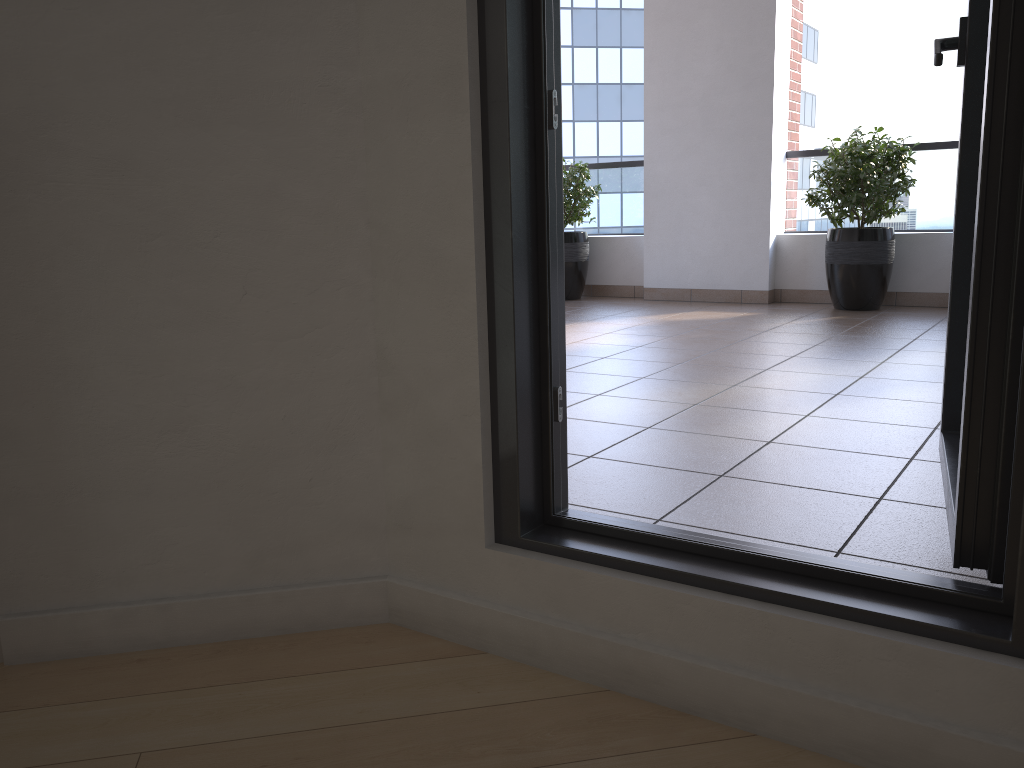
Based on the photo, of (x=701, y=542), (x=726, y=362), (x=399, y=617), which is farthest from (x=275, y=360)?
(x=726, y=362)

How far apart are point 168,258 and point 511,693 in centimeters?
98cm

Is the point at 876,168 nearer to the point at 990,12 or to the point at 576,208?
the point at 576,208

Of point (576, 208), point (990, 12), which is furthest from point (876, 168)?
point (990, 12)

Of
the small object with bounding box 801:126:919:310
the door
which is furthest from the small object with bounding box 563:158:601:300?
the door

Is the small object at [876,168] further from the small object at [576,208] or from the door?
the door

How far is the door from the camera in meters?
1.2 m

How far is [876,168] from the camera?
5.61m

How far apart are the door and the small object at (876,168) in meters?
4.0 m

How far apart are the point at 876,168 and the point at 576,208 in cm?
229
